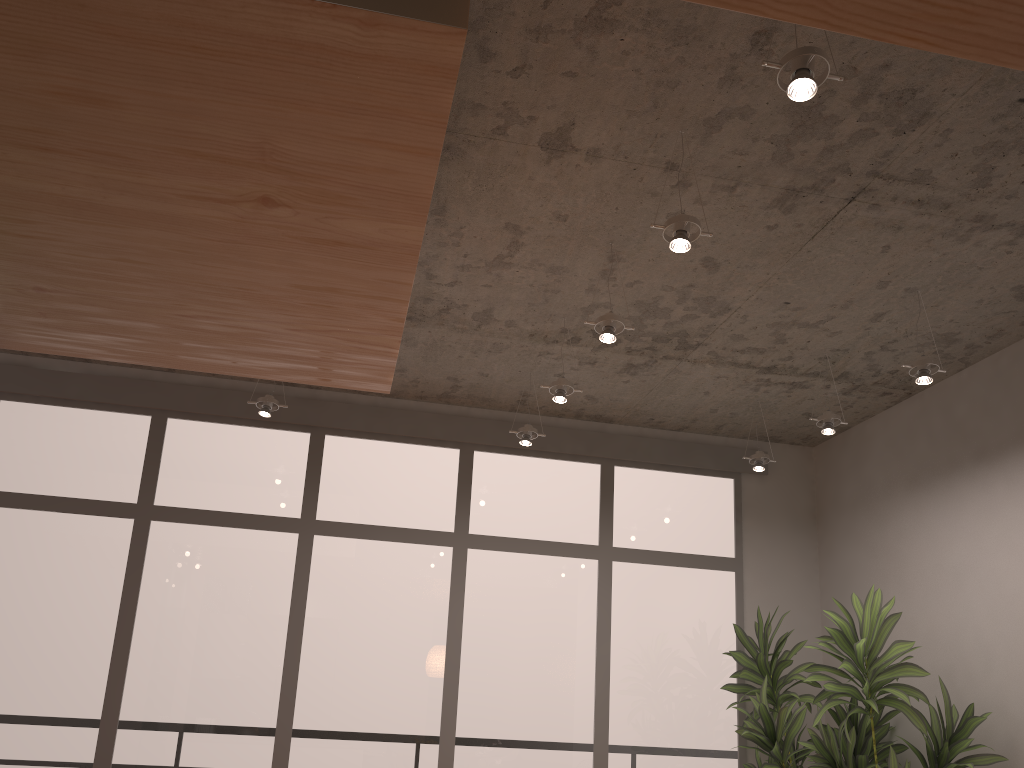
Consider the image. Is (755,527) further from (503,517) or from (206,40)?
(206,40)

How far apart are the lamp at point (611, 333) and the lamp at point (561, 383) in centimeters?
71cm

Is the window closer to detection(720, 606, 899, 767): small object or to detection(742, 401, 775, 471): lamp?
detection(720, 606, 899, 767): small object

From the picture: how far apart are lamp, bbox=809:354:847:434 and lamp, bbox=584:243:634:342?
1.61m

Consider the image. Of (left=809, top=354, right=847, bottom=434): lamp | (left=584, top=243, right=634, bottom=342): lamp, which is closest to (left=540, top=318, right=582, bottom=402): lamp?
(left=584, top=243, right=634, bottom=342): lamp

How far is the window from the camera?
Result: 5.3 meters

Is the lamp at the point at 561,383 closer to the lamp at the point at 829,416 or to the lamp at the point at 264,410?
the lamp at the point at 829,416

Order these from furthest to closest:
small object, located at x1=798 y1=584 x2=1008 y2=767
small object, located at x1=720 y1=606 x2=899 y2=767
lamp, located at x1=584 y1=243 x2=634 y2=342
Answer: small object, located at x1=720 y1=606 x2=899 y2=767
small object, located at x1=798 y1=584 x2=1008 y2=767
lamp, located at x1=584 y1=243 x2=634 y2=342

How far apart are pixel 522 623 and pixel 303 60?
4.54m

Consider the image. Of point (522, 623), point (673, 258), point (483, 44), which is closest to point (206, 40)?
point (483, 44)
